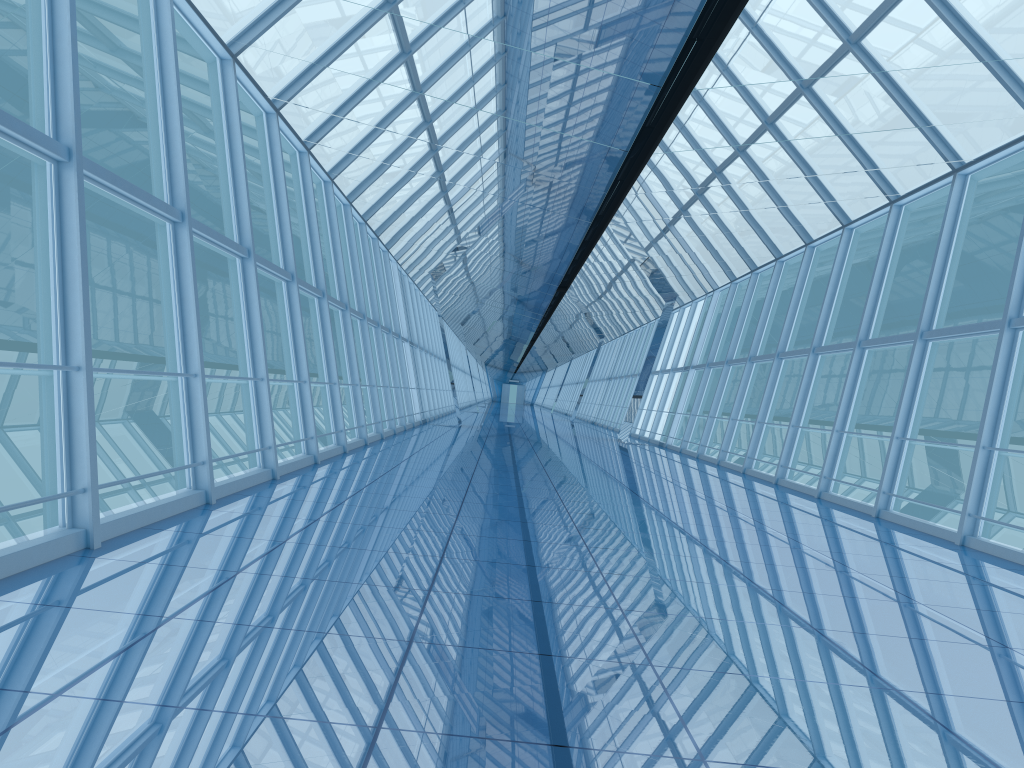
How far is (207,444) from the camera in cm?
712

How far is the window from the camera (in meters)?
7.12

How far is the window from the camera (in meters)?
7.12

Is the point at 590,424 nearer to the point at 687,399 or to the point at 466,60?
the point at 687,399
